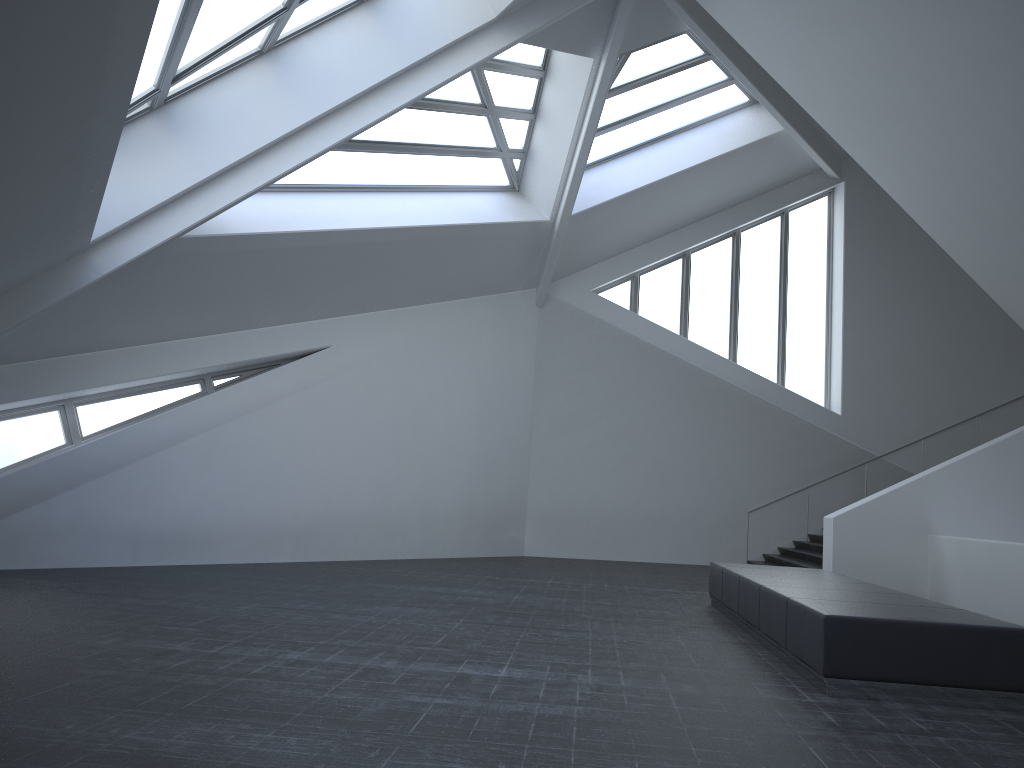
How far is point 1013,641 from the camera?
6.2m

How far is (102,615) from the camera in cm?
784

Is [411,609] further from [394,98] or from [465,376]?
[465,376]

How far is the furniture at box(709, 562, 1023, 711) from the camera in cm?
621

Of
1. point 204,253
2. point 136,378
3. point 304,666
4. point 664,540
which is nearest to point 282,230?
point 204,253

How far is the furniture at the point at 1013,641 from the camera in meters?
6.2 m
